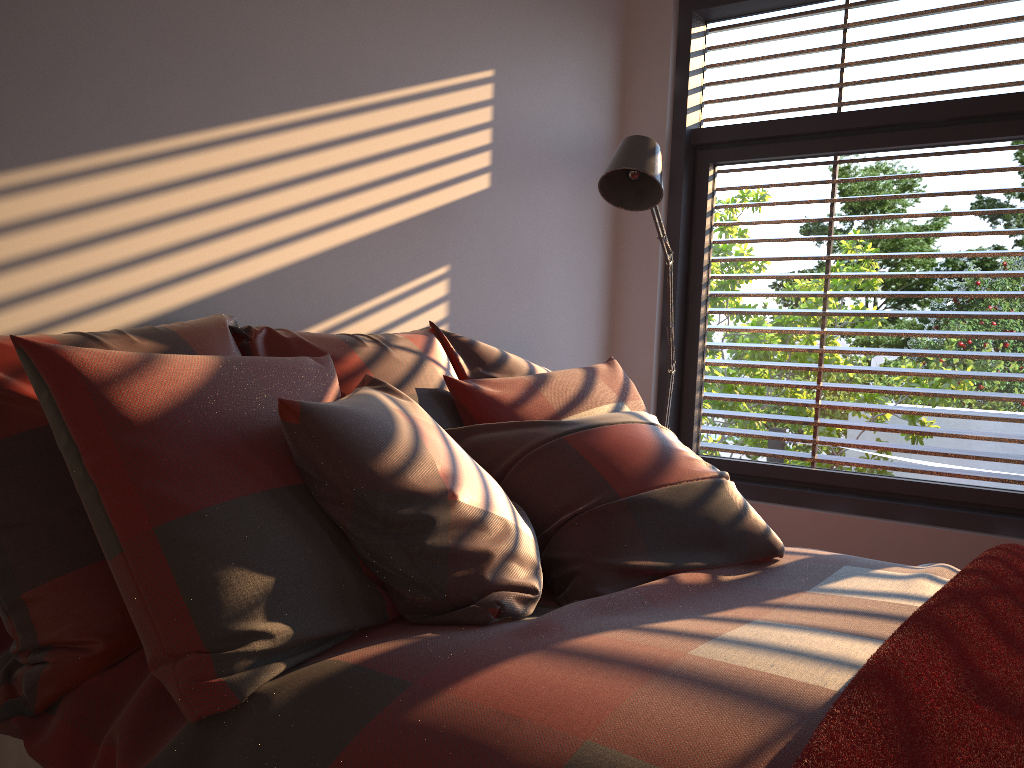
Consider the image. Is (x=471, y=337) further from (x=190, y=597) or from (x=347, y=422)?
(x=190, y=597)

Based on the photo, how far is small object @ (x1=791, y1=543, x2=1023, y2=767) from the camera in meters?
0.9 m

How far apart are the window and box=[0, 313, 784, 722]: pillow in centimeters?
108cm

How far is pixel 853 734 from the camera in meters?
0.9

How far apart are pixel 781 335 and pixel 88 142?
2.5m

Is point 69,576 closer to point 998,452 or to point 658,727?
point 658,727

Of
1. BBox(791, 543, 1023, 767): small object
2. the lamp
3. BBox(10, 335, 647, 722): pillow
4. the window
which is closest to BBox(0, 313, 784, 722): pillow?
BBox(10, 335, 647, 722): pillow

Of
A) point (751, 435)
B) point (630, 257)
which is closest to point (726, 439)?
point (751, 435)

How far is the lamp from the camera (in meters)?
2.58

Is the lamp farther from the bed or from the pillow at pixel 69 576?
the bed
